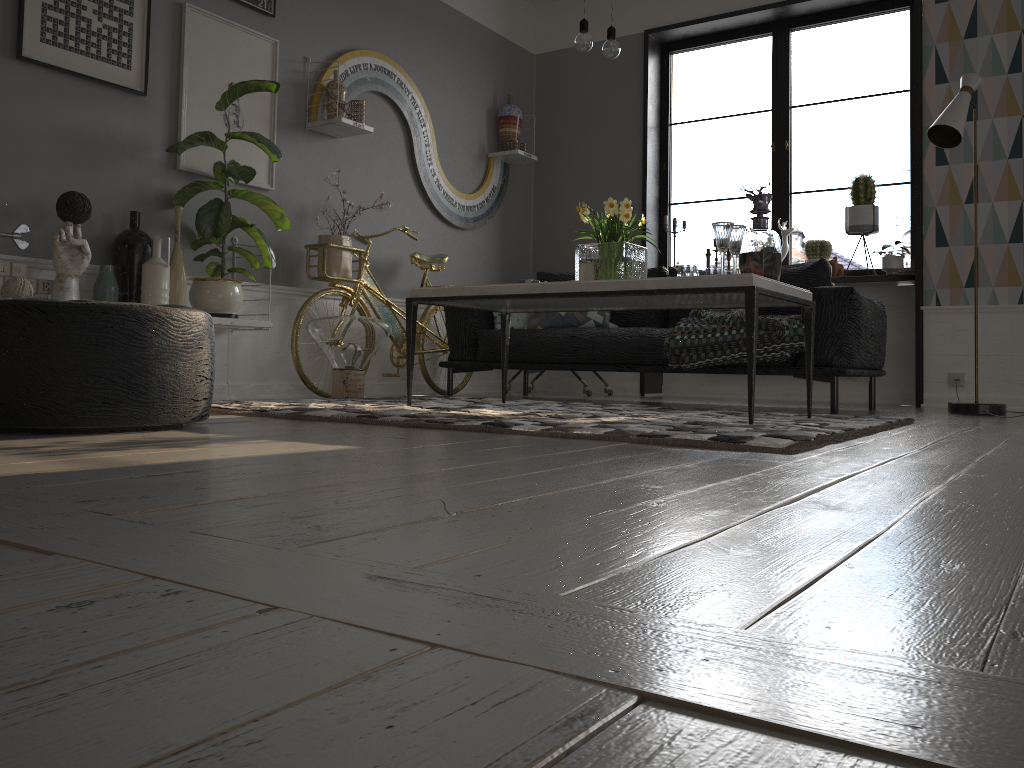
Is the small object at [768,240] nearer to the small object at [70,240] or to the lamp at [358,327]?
the lamp at [358,327]

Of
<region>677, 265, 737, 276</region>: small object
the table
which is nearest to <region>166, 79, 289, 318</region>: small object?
the table

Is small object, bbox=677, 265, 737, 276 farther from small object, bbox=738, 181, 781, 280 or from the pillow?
the pillow

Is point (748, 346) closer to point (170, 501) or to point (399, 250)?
point (170, 501)

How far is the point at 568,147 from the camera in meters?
6.6 m

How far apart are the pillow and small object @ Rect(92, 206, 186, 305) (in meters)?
1.79

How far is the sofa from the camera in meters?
4.0 m

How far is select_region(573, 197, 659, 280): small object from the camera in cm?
339

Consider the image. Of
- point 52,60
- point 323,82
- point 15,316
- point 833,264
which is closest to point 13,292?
point 52,60

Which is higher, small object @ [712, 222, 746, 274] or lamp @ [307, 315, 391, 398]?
small object @ [712, 222, 746, 274]
